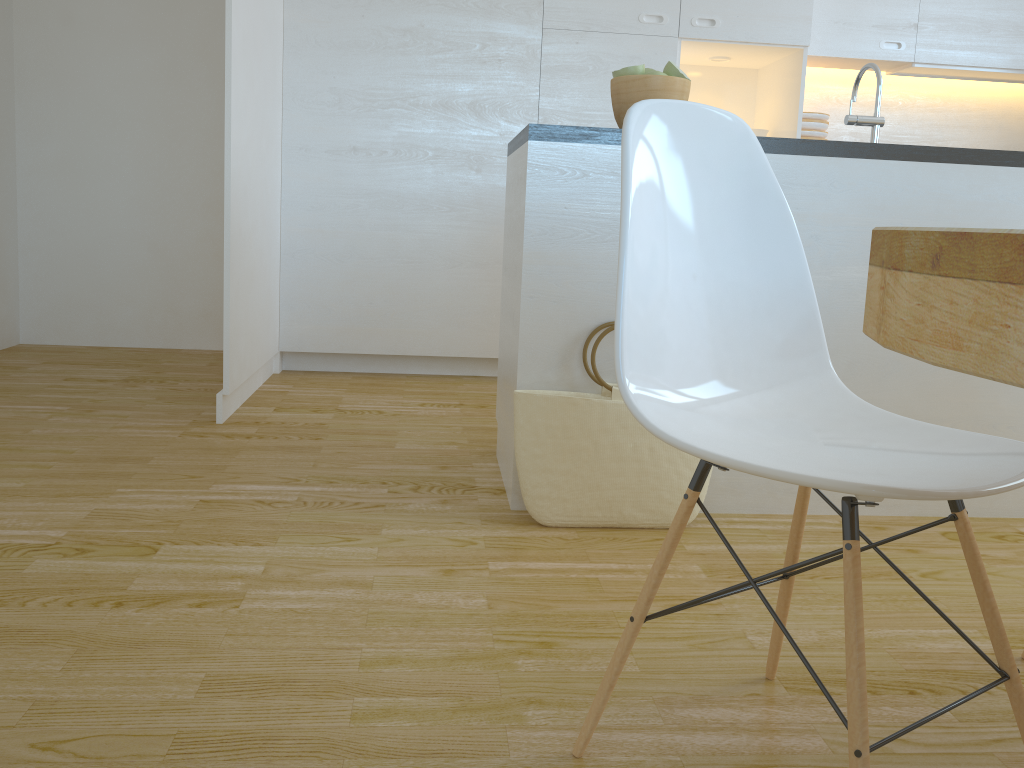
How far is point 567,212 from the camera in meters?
2.1

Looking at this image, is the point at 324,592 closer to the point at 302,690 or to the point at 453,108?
the point at 302,690

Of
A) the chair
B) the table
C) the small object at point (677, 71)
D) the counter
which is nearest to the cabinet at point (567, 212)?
the counter

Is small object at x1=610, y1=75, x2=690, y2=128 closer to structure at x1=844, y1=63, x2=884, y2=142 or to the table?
structure at x1=844, y1=63, x2=884, y2=142

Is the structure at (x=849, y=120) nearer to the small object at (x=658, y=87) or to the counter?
the counter

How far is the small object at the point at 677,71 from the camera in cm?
220

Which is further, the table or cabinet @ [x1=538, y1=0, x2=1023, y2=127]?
cabinet @ [x1=538, y1=0, x2=1023, y2=127]

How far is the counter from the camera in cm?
208

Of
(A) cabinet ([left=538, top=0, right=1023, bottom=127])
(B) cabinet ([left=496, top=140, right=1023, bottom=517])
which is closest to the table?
(B) cabinet ([left=496, top=140, right=1023, bottom=517])

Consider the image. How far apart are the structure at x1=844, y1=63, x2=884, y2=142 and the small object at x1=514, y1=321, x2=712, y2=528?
0.8 meters
